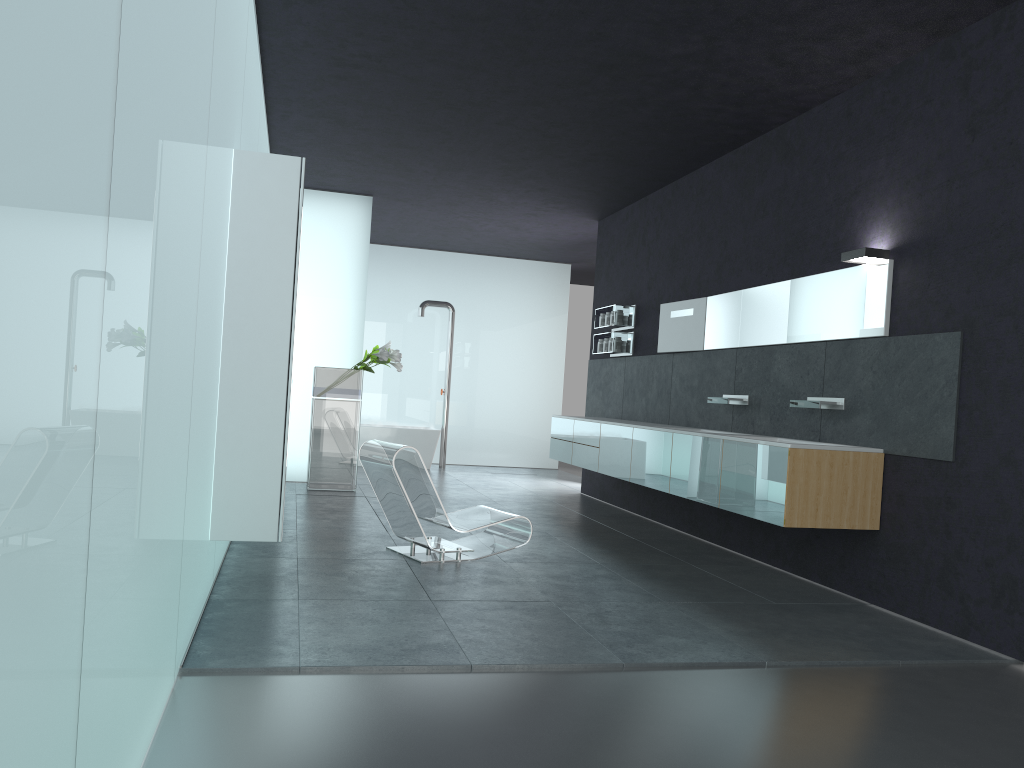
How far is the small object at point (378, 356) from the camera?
10.62m

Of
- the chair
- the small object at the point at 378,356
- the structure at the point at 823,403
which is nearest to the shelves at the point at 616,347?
the small object at the point at 378,356

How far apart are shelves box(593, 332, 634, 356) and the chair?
3.84m

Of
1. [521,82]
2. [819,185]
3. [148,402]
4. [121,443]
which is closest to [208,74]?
[148,402]

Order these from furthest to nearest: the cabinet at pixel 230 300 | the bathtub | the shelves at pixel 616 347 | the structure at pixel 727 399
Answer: the bathtub → the shelves at pixel 616 347 → the structure at pixel 727 399 → the cabinet at pixel 230 300

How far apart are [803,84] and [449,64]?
2.72m

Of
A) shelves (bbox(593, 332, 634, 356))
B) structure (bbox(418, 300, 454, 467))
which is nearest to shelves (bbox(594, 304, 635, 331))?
shelves (bbox(593, 332, 634, 356))

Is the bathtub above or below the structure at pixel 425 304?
below

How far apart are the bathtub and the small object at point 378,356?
3.21m

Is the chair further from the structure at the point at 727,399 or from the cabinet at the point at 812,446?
the structure at the point at 727,399
